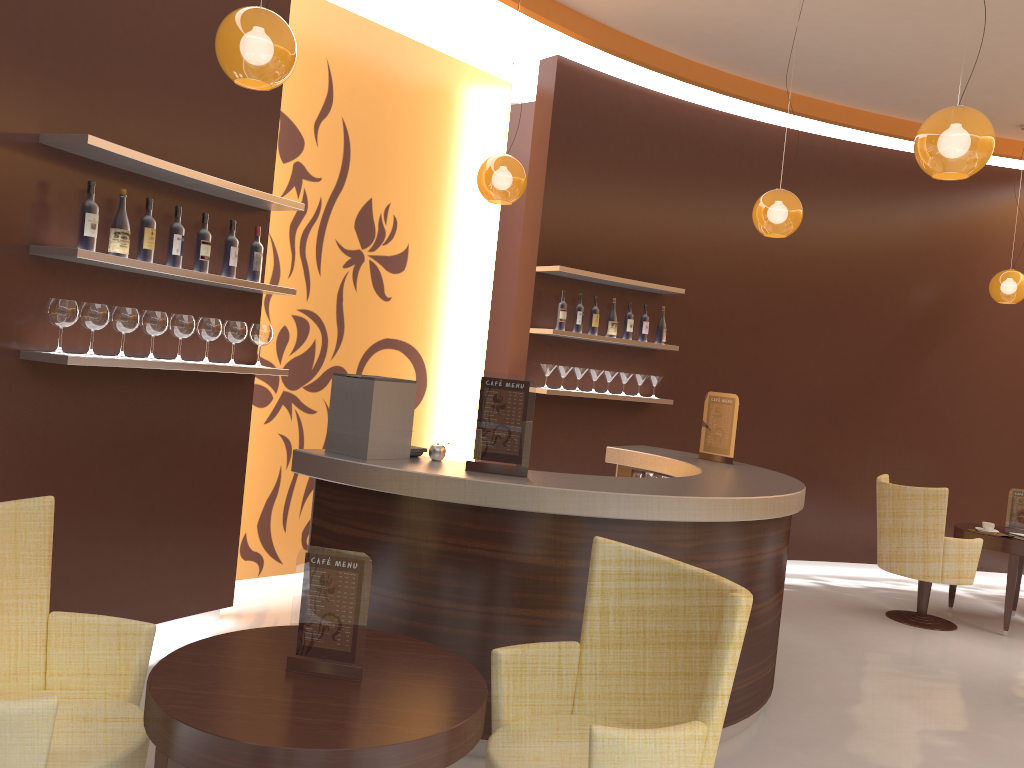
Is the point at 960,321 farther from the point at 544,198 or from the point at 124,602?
the point at 124,602

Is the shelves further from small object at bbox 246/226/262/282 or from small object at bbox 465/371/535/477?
small object at bbox 465/371/535/477

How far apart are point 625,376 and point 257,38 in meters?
4.2

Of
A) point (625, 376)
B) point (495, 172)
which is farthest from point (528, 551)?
point (625, 376)

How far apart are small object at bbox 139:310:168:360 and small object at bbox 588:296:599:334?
3.3 meters

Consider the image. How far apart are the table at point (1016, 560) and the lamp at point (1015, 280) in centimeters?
197cm

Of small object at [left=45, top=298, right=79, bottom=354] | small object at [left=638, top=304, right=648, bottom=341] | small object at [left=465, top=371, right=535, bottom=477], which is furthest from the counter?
small object at [left=638, top=304, right=648, bottom=341]

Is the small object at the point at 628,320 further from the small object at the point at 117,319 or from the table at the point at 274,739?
the table at the point at 274,739

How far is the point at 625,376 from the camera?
6.8 meters

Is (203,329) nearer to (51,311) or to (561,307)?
(51,311)
